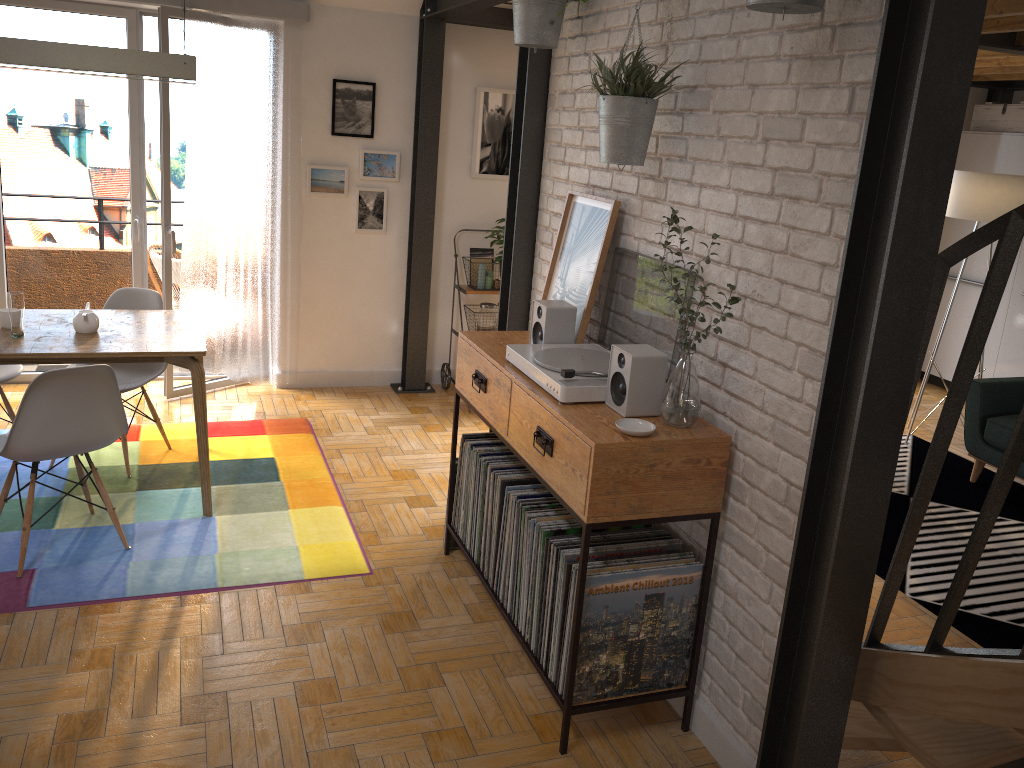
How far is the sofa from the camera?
4.8m

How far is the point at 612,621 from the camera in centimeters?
257cm

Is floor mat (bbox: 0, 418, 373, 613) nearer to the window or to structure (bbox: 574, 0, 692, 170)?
the window

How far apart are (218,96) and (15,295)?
1.96m

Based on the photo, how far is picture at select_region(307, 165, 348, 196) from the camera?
5.43m

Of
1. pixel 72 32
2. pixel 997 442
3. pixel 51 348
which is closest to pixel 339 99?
pixel 72 32

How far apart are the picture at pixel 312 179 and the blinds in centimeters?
8cm

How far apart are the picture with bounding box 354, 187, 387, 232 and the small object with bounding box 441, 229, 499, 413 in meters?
0.6

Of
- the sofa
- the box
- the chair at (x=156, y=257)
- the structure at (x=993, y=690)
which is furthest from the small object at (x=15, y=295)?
the box

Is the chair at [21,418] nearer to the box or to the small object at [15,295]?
the small object at [15,295]
